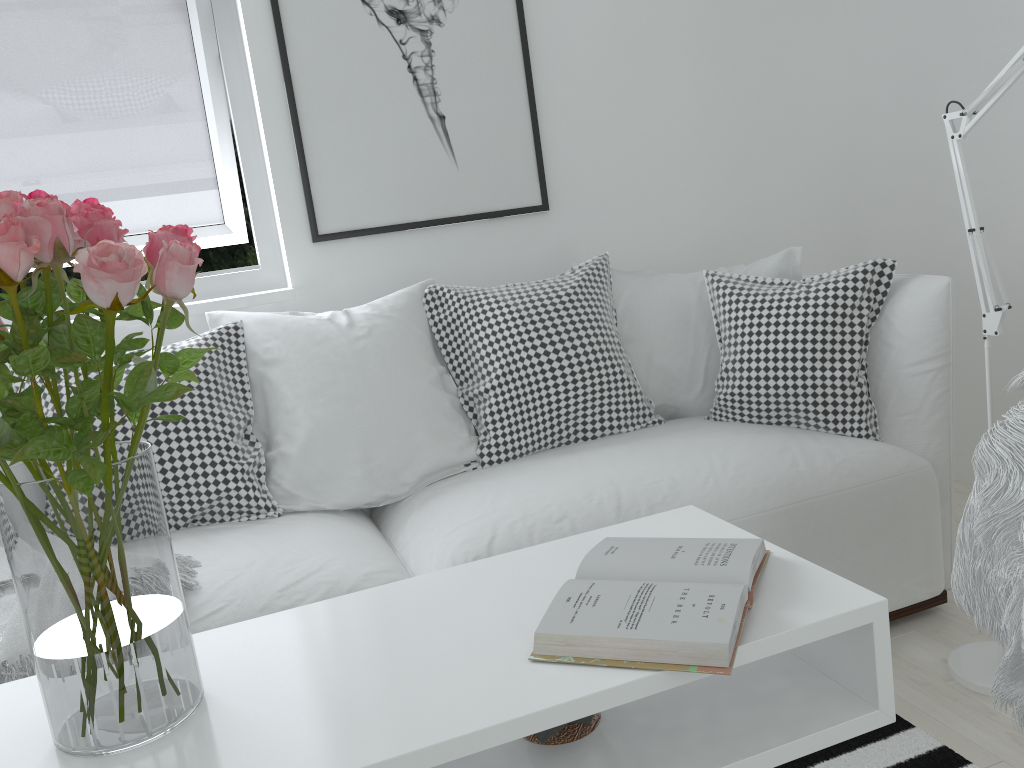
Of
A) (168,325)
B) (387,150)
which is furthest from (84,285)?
(387,150)

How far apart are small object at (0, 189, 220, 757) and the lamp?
1.35m

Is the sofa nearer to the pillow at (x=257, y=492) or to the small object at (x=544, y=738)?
the pillow at (x=257, y=492)

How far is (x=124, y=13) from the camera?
2.4 meters

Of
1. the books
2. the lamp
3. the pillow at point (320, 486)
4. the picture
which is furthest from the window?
the lamp

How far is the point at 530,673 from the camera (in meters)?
0.99

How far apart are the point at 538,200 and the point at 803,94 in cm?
102

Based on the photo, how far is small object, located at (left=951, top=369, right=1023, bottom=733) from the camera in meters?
1.1

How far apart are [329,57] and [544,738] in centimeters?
201cm

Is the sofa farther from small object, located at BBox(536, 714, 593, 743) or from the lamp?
small object, located at BBox(536, 714, 593, 743)
